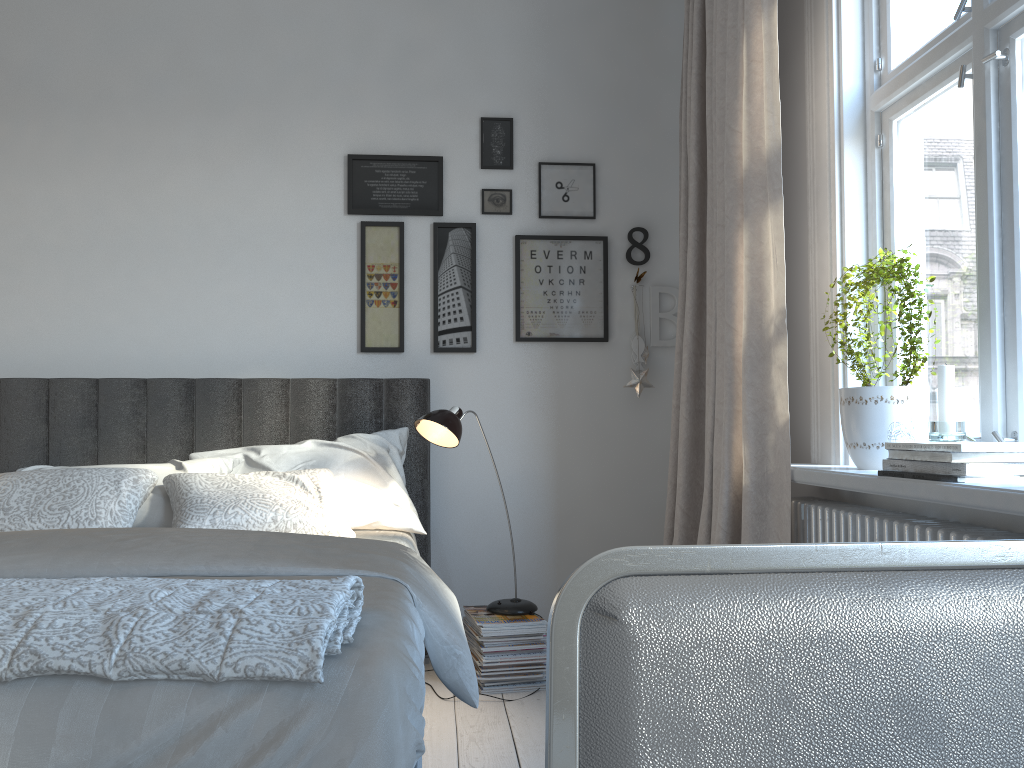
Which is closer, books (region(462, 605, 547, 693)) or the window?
the window

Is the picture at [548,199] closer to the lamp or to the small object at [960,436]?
the lamp

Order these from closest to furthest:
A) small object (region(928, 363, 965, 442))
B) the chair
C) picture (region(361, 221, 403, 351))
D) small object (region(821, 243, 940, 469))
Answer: the chair < small object (region(928, 363, 965, 442)) < small object (region(821, 243, 940, 469)) < picture (region(361, 221, 403, 351))

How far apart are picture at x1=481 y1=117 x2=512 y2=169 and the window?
1.2m

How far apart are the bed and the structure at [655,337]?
0.92m

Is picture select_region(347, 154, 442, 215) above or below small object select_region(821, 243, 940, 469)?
above

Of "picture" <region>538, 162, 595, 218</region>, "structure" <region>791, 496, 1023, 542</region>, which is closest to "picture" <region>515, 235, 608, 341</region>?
"picture" <region>538, 162, 595, 218</region>

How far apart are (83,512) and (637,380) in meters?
2.0 m

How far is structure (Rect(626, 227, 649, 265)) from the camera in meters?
3.5 m

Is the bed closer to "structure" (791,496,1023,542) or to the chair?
the chair
